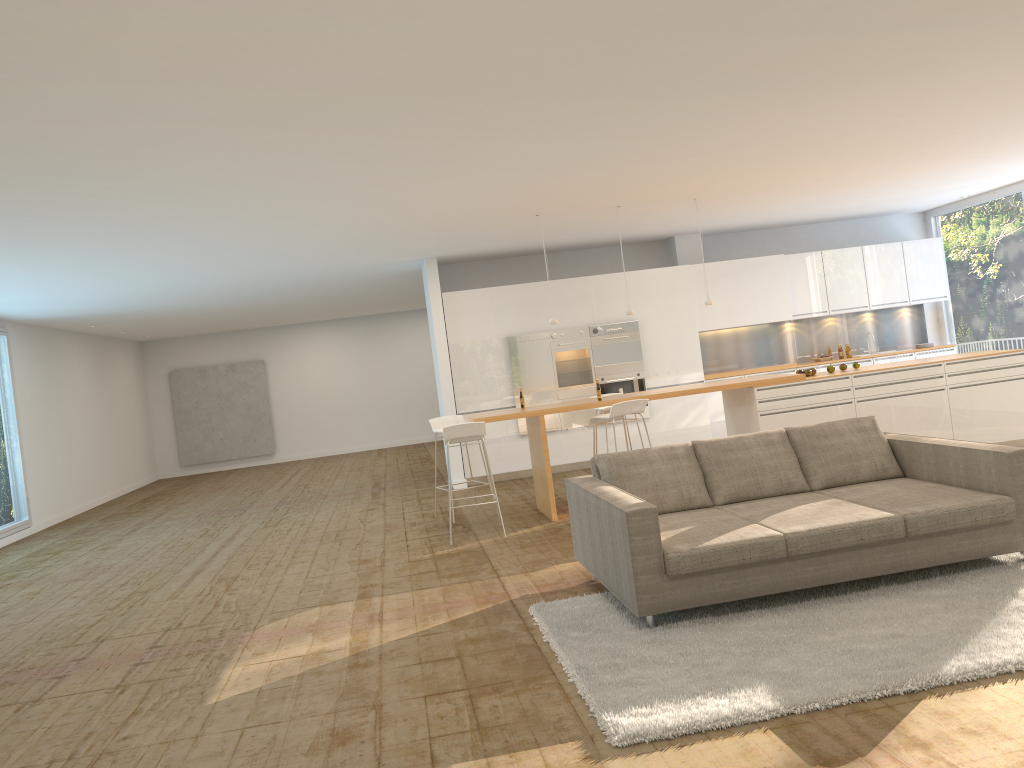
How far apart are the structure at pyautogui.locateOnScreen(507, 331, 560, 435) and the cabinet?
0.1m

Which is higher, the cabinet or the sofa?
the cabinet

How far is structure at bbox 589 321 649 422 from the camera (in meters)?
11.75

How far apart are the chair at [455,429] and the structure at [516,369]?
3.38m

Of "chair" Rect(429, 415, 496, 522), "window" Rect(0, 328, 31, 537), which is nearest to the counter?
"chair" Rect(429, 415, 496, 522)

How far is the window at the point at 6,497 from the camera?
11.9 meters

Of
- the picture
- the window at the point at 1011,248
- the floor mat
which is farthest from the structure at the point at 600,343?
the picture

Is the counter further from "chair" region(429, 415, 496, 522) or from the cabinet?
the cabinet

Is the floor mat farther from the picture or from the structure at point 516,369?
the picture

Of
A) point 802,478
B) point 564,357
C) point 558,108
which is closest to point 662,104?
point 558,108
